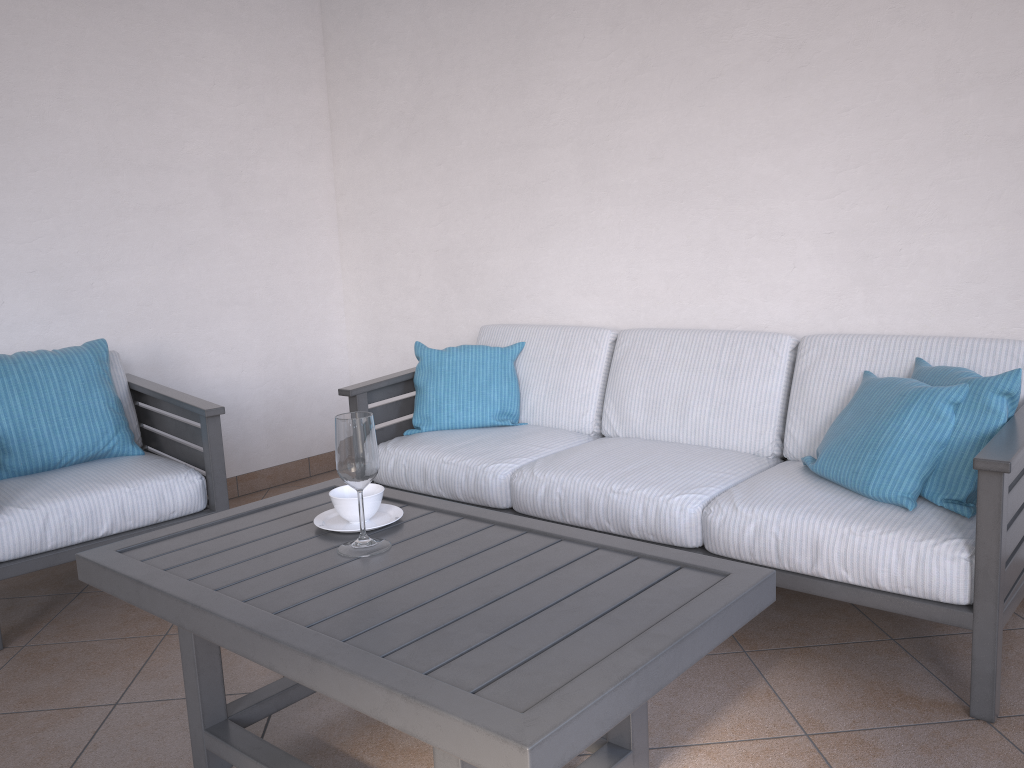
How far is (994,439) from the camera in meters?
1.9 m

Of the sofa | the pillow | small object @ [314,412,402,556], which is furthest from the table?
the pillow

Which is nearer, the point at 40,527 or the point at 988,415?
the point at 988,415

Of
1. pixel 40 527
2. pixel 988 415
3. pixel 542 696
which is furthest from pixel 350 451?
pixel 988 415

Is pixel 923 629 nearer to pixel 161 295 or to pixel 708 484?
pixel 708 484

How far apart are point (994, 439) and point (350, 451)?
1.4m

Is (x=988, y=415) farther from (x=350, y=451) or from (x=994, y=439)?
(x=350, y=451)

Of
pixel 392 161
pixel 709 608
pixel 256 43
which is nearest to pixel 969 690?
pixel 709 608

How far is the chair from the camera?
2.60m

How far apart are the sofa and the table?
0.56m
